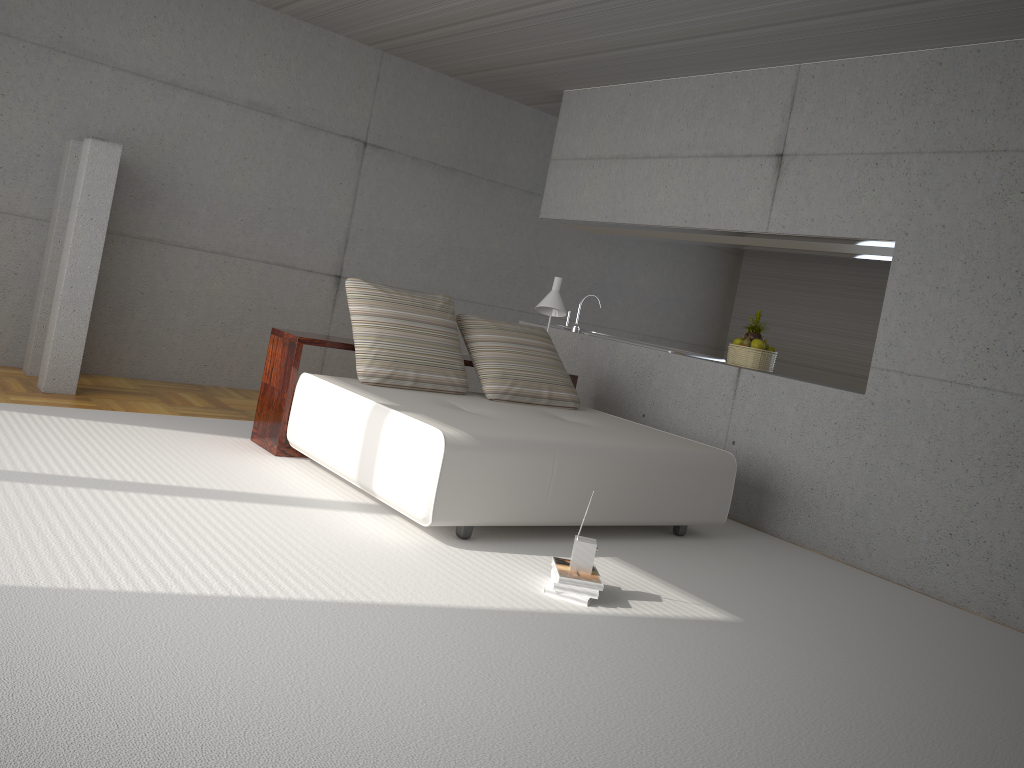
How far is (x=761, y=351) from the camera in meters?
6.4

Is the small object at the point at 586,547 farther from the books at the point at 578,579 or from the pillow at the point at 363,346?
the pillow at the point at 363,346

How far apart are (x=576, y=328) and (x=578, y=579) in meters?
4.1 m

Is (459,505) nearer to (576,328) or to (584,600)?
(584,600)

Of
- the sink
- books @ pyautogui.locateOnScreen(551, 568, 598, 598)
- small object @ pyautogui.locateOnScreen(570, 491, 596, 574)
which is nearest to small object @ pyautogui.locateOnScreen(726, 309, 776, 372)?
the sink

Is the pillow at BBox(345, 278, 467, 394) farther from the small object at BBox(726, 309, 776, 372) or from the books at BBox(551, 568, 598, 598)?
the small object at BBox(726, 309, 776, 372)

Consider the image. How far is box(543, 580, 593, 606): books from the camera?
3.7 meters

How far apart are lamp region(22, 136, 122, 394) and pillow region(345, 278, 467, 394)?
1.7m

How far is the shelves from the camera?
5.2m

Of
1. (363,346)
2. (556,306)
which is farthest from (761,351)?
(363,346)
